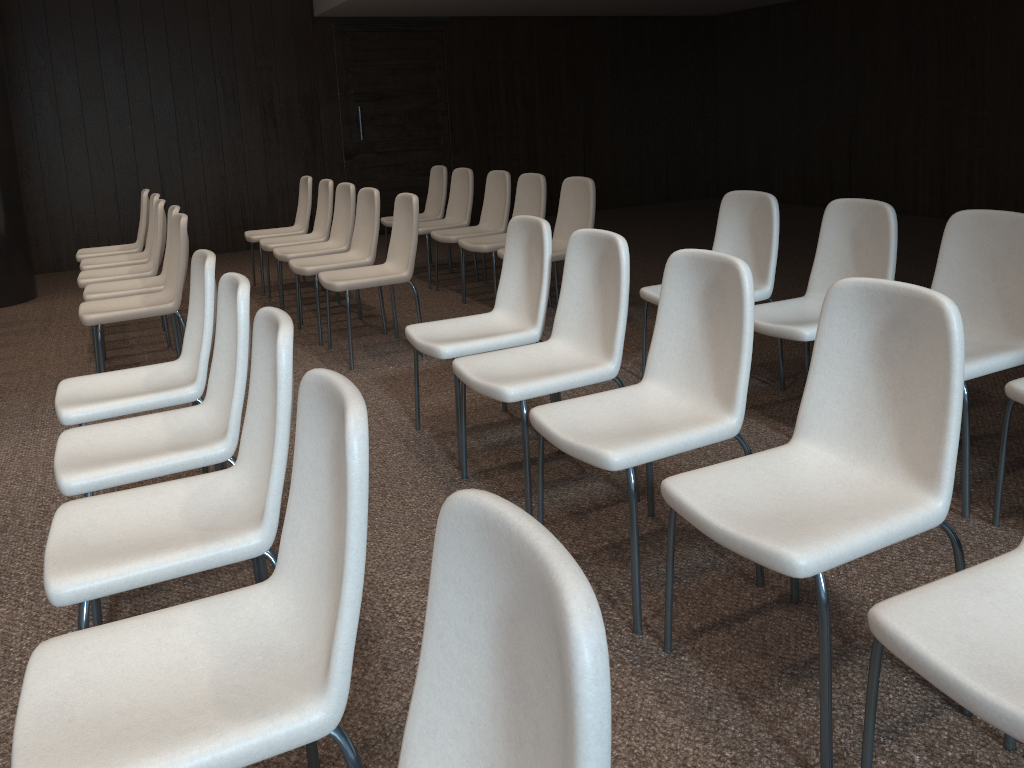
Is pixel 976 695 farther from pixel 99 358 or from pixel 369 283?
pixel 99 358

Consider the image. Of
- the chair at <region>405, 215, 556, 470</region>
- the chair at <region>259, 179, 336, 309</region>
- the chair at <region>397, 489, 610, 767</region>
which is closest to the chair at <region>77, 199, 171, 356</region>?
the chair at <region>259, 179, 336, 309</region>

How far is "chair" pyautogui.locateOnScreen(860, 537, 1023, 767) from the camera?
1.3m

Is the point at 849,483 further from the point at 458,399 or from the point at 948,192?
the point at 948,192

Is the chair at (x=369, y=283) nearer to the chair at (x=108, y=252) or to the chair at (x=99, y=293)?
the chair at (x=99, y=293)

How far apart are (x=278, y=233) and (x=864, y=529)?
5.86m

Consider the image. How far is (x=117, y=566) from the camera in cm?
181

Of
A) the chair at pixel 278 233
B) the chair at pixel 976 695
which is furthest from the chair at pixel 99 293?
the chair at pixel 976 695

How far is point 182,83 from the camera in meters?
8.7 m

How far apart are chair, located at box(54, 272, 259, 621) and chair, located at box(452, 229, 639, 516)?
0.76m
